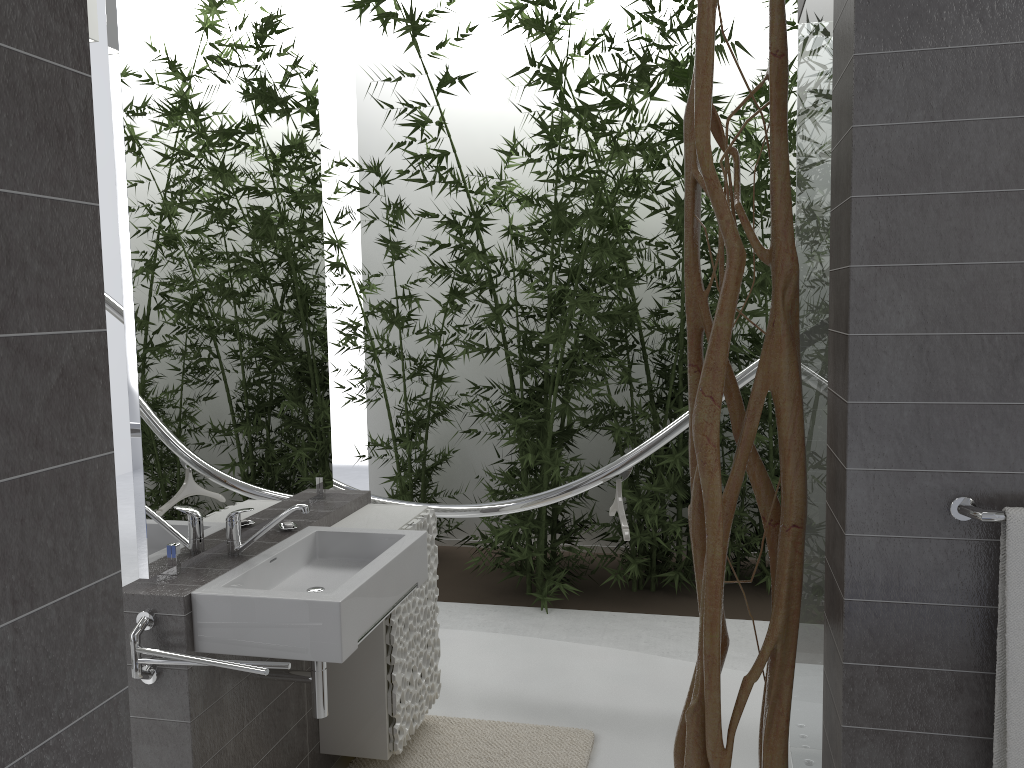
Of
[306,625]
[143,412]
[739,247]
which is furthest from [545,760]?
[739,247]

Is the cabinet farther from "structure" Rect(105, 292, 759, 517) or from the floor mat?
"structure" Rect(105, 292, 759, 517)

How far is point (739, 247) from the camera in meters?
1.8 m

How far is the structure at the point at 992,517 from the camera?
1.6m

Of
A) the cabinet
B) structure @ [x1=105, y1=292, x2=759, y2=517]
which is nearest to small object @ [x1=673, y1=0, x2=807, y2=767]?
the cabinet

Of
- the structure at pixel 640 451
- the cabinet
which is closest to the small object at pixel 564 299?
the structure at pixel 640 451

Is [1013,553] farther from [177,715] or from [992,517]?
[177,715]

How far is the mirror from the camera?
2.2 meters

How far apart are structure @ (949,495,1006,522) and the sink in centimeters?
133cm

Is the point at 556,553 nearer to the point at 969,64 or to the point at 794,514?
the point at 794,514
